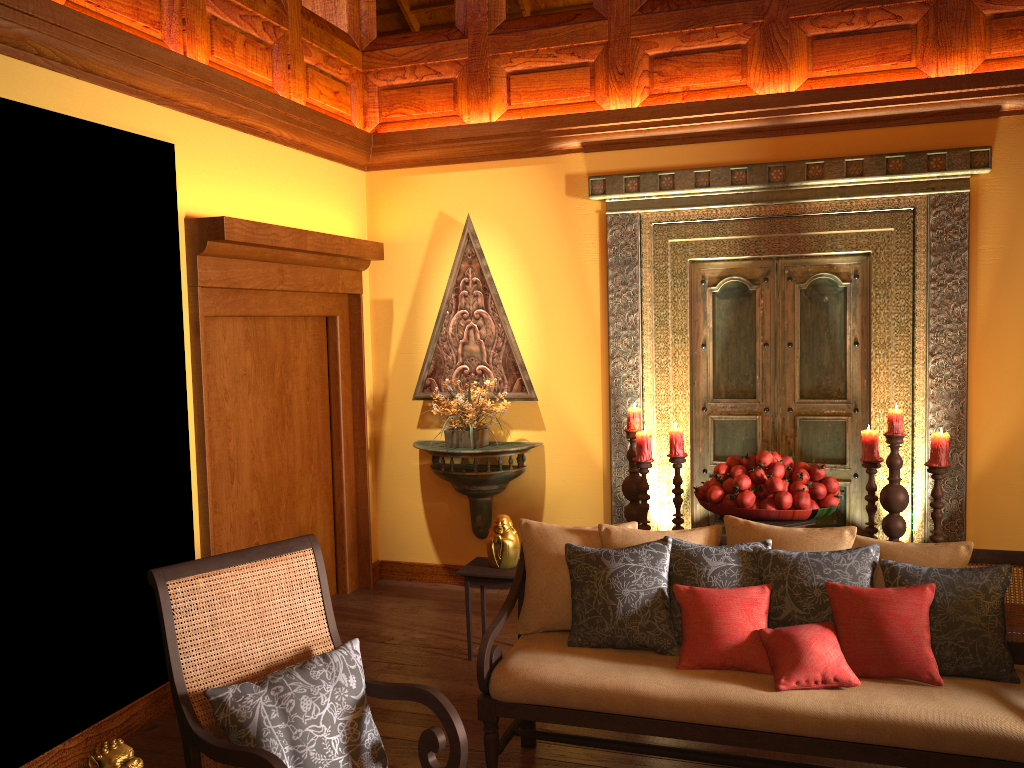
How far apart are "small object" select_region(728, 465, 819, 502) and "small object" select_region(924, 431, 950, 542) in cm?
65

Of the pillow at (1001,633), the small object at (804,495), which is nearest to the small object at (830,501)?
the small object at (804,495)

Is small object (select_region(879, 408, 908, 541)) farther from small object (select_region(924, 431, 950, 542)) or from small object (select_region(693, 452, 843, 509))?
small object (select_region(693, 452, 843, 509))

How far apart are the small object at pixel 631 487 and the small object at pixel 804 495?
0.5 meters

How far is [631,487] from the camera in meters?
4.6 m

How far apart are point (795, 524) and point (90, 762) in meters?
3.0 m

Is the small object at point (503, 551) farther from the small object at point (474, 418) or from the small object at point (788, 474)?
the small object at point (788, 474)

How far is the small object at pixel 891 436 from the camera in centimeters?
416cm

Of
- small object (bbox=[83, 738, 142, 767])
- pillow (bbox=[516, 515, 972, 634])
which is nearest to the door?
pillow (bbox=[516, 515, 972, 634])

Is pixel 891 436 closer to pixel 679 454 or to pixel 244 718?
pixel 679 454
